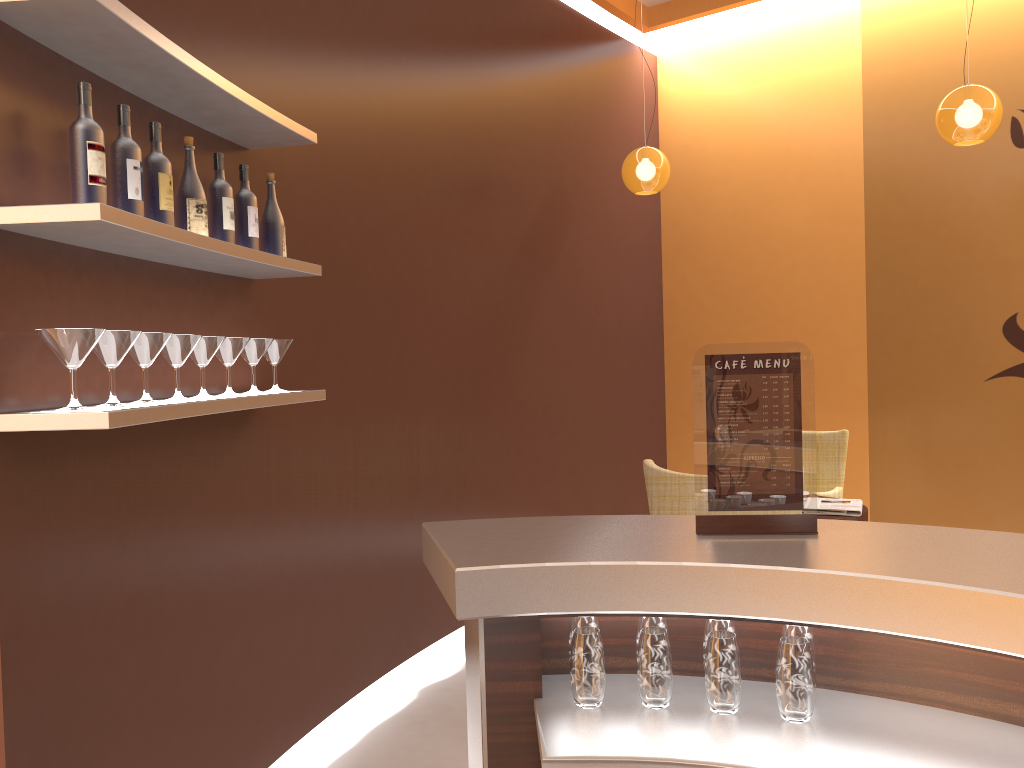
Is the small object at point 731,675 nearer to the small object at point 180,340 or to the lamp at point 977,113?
the small object at point 180,340

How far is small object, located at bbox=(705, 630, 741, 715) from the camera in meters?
1.6 m

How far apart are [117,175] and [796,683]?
1.8m

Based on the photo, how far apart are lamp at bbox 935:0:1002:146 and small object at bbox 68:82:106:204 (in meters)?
3.92

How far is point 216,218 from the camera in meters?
2.6

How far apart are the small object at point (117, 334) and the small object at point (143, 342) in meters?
0.1

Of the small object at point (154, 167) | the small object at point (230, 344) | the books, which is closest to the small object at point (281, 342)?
the small object at point (230, 344)

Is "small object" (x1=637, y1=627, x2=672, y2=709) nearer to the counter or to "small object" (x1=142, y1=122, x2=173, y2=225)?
the counter

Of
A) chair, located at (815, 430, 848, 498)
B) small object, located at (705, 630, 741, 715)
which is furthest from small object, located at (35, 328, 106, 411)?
chair, located at (815, 430, 848, 498)

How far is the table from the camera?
4.4m
